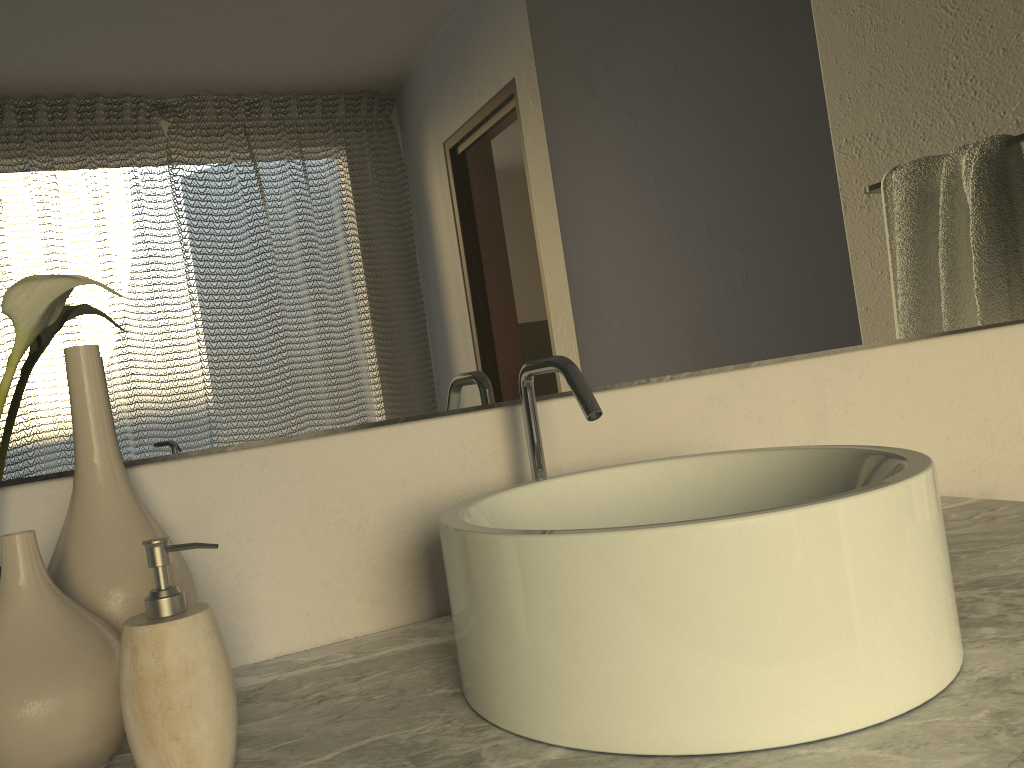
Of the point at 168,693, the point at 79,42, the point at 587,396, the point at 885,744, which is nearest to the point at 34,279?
the point at 79,42

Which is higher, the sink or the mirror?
the mirror

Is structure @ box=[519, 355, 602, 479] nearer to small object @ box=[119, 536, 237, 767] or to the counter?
the counter

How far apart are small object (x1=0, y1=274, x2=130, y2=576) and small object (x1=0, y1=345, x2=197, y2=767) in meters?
0.0 m

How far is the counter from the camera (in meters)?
0.49

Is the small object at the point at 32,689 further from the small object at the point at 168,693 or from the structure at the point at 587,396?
the structure at the point at 587,396

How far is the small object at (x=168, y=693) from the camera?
0.5 meters

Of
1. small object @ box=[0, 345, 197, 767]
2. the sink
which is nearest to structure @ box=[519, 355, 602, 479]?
A: the sink

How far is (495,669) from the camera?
0.57m

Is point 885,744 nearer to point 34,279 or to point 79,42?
point 34,279
